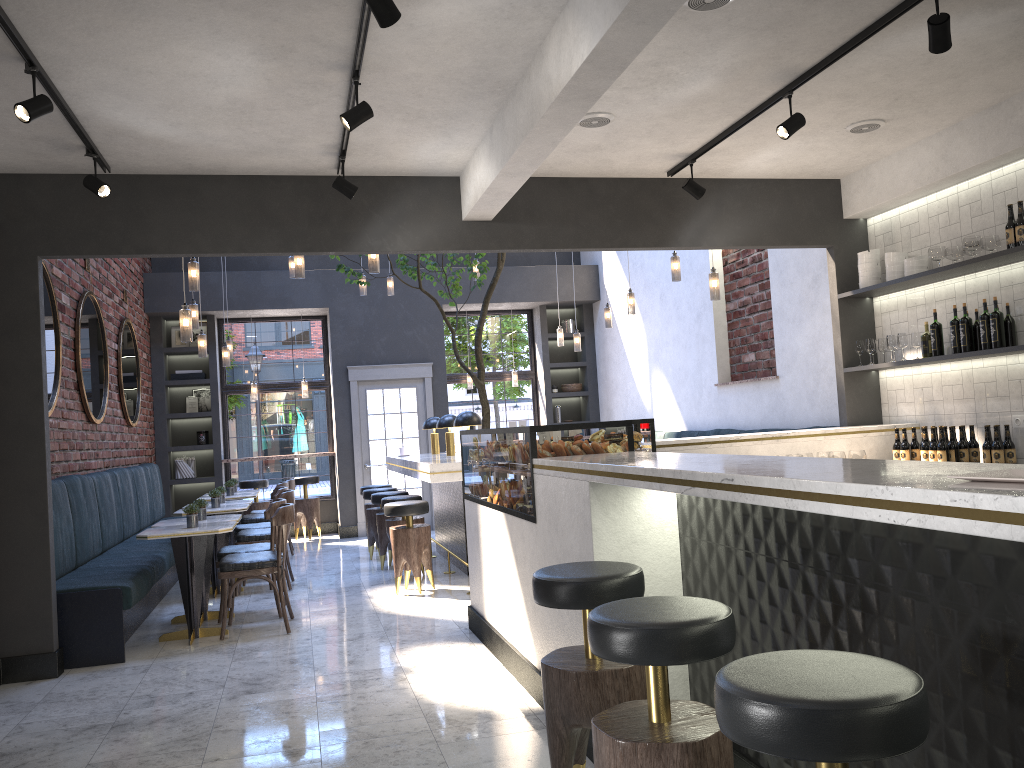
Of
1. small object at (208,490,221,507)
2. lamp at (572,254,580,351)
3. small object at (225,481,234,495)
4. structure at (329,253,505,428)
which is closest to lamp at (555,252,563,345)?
lamp at (572,254,580,351)

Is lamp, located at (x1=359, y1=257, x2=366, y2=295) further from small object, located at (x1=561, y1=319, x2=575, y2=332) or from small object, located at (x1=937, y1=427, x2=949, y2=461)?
small object, located at (x1=937, y1=427, x2=949, y2=461)

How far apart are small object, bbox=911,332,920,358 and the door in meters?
6.9

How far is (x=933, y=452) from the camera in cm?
561

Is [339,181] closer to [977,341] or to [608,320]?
[977,341]

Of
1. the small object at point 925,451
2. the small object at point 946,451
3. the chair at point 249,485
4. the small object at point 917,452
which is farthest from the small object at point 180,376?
the small object at point 946,451

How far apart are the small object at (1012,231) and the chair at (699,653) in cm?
394

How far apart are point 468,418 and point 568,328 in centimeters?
528cm

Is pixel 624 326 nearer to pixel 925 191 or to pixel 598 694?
pixel 925 191

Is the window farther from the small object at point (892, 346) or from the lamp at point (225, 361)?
the small object at point (892, 346)
